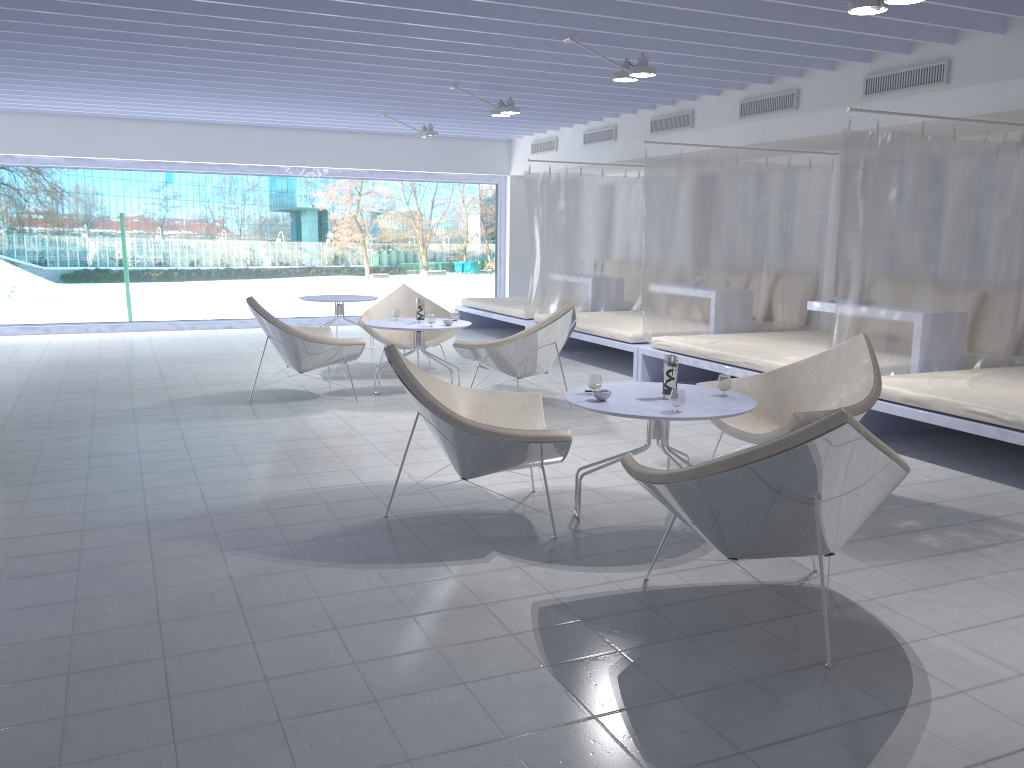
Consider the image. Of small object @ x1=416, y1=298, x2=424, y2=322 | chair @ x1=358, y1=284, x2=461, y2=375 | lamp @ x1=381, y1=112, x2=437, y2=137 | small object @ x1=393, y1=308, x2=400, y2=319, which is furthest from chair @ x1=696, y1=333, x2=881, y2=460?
lamp @ x1=381, y1=112, x2=437, y2=137

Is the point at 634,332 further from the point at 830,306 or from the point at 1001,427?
the point at 1001,427

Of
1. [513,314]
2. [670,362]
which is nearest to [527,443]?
[670,362]

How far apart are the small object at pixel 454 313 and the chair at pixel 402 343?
0.60m

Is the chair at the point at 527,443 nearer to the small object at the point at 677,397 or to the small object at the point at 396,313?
the small object at the point at 677,397

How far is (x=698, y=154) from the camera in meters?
8.6

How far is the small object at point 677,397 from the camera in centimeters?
351cm

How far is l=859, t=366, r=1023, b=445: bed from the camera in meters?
4.5 m

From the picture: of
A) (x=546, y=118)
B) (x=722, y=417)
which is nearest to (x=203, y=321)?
(x=546, y=118)

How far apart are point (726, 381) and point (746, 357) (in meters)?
2.46
